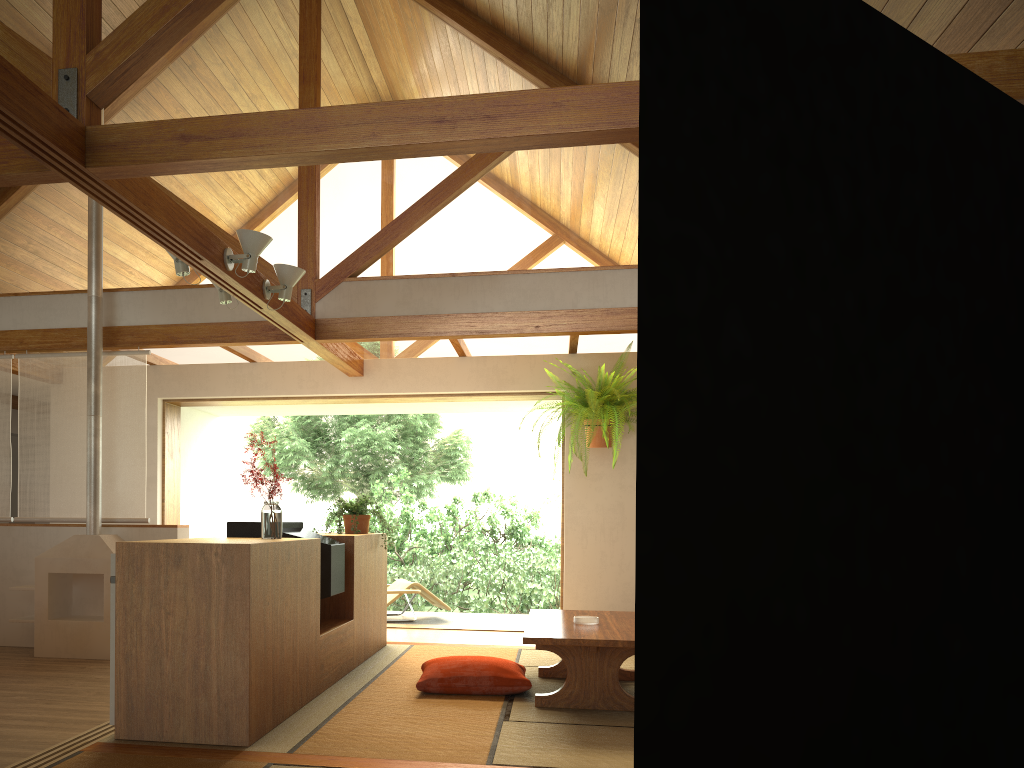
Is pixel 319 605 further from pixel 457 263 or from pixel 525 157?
pixel 525 157

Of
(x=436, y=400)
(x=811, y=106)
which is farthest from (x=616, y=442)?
(x=811, y=106)

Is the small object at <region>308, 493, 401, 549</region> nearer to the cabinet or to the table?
the cabinet

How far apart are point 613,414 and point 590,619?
2.6m

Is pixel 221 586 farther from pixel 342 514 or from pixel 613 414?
pixel 613 414

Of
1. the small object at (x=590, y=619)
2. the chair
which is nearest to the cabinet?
the small object at (x=590, y=619)

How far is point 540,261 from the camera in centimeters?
580cm

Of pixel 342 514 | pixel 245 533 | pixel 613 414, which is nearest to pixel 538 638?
pixel 245 533

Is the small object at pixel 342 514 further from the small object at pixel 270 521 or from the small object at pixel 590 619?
the small object at pixel 590 619

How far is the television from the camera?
4.1 meters
